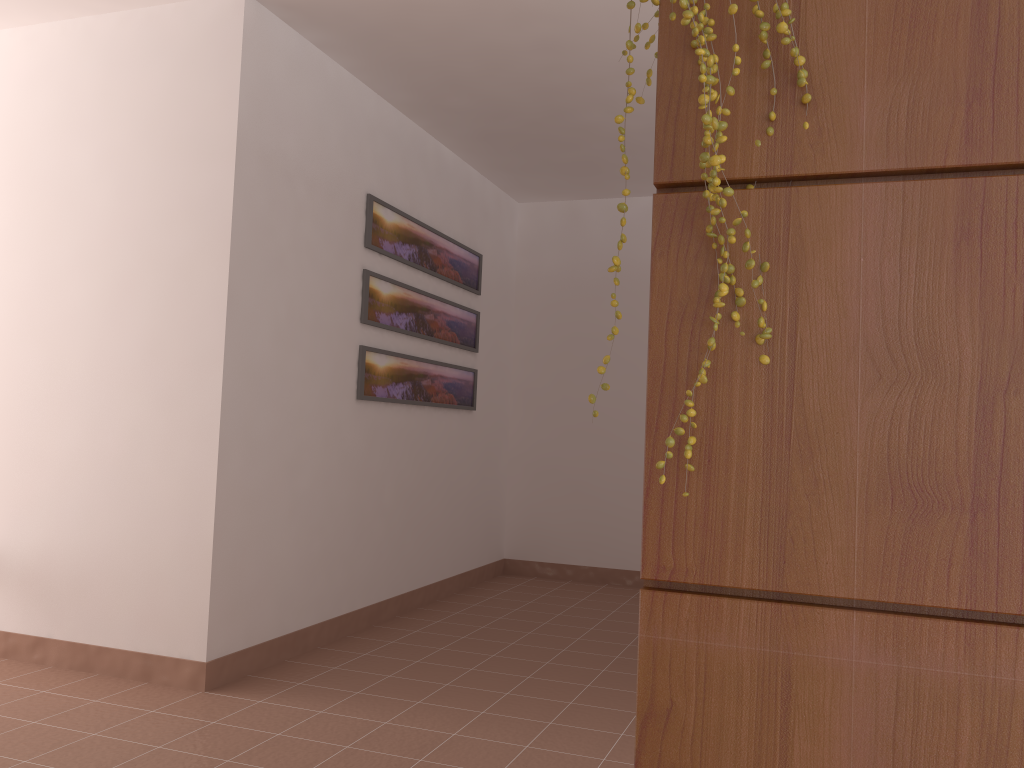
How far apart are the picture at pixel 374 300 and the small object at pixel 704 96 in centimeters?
313cm

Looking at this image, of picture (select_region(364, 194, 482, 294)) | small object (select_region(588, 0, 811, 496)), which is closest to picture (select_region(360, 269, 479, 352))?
picture (select_region(364, 194, 482, 294))

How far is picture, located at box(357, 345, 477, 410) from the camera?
4.14m

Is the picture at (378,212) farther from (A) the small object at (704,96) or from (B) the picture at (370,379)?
(A) the small object at (704,96)

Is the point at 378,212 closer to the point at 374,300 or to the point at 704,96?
the point at 374,300

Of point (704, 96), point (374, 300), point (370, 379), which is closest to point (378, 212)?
point (374, 300)

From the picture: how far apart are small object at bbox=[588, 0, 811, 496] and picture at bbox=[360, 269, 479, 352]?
3.13m

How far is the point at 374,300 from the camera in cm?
415

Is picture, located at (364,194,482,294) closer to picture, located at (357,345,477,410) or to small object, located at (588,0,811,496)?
picture, located at (357,345,477,410)

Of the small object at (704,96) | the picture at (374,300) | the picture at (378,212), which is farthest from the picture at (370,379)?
the small object at (704,96)
